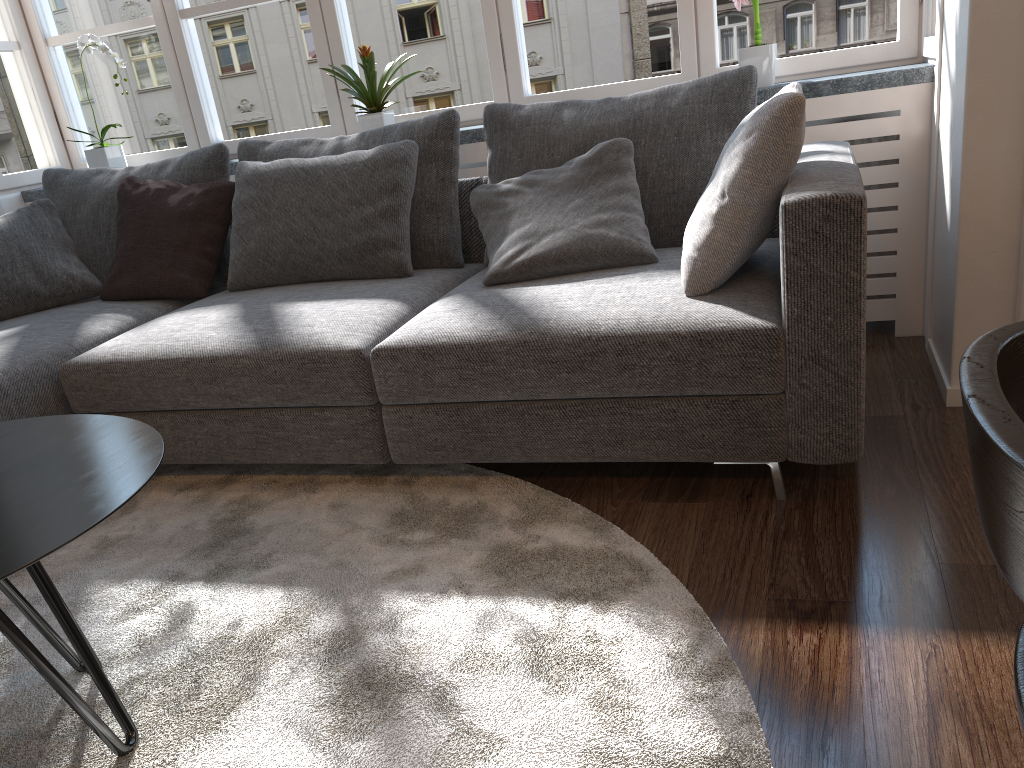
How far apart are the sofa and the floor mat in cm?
10

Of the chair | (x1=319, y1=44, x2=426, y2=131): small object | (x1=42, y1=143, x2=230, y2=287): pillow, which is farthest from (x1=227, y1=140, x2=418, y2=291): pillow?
the chair

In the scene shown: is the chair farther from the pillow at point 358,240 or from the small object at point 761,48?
the small object at point 761,48

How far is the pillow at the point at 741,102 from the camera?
2.5m

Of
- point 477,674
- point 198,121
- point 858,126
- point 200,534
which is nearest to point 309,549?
point 200,534

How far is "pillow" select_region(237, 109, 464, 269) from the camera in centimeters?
283cm

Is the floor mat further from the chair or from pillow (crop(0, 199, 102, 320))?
pillow (crop(0, 199, 102, 320))

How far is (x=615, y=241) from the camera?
2.4 meters

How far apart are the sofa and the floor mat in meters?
0.1 m

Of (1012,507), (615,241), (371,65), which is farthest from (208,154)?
(1012,507)
